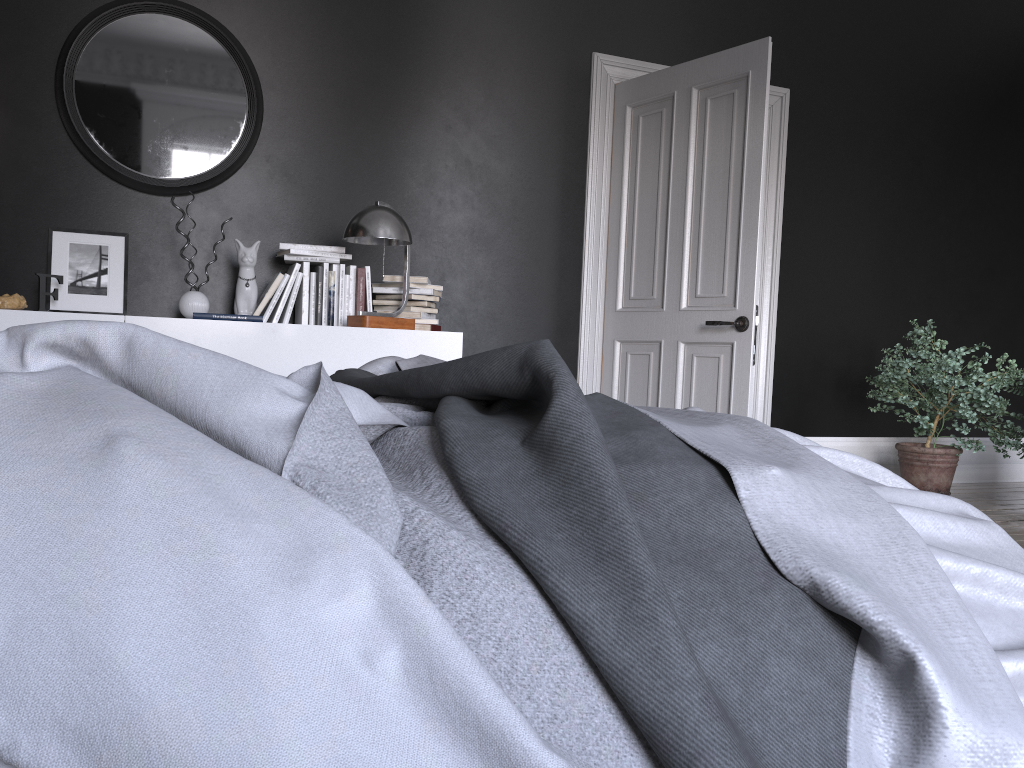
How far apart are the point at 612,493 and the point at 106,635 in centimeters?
48cm

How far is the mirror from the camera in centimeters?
411cm

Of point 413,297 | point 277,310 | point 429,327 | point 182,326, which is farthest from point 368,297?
point 182,326

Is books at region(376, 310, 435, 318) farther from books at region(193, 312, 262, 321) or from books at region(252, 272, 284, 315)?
books at region(193, 312, 262, 321)

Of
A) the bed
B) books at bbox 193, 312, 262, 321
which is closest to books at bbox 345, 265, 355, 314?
books at bbox 193, 312, 262, 321

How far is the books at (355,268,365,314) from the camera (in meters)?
4.31

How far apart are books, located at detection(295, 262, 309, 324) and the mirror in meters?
0.6 m

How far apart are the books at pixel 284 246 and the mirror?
0.5m

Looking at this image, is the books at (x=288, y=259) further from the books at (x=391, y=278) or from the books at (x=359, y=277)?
the books at (x=391, y=278)

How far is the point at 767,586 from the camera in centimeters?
91cm
